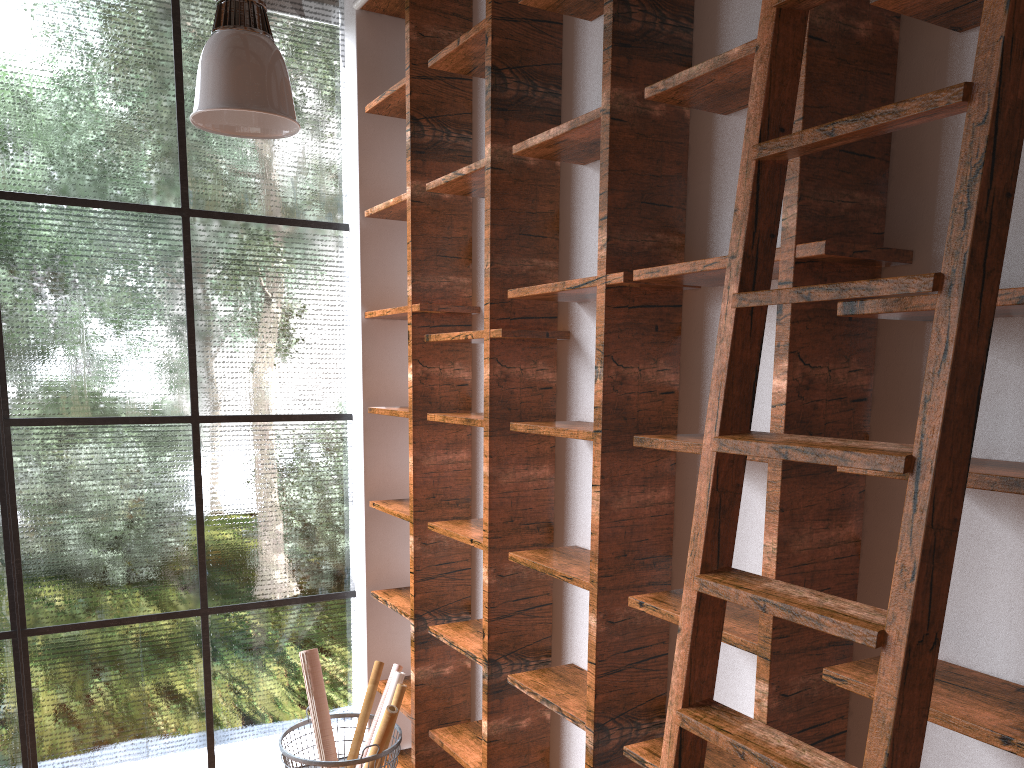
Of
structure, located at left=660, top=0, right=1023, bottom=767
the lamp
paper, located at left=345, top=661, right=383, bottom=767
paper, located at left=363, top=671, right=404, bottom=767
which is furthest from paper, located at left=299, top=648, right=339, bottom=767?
structure, located at left=660, top=0, right=1023, bottom=767

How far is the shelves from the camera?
1.88m

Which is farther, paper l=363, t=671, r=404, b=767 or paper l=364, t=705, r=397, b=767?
paper l=363, t=671, r=404, b=767

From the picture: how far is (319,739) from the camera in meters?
3.6 m

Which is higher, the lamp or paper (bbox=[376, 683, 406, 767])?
the lamp

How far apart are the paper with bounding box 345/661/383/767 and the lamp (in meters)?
2.22

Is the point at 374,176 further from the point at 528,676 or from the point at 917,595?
the point at 917,595

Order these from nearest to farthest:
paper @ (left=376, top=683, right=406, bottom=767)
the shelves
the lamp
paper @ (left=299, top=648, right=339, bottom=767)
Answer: the shelves < the lamp < paper @ (left=376, top=683, right=406, bottom=767) < paper @ (left=299, top=648, right=339, bottom=767)

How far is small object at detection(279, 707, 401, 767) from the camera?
3.2m

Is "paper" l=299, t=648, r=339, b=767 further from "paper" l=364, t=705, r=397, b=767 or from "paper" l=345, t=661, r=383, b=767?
"paper" l=364, t=705, r=397, b=767
